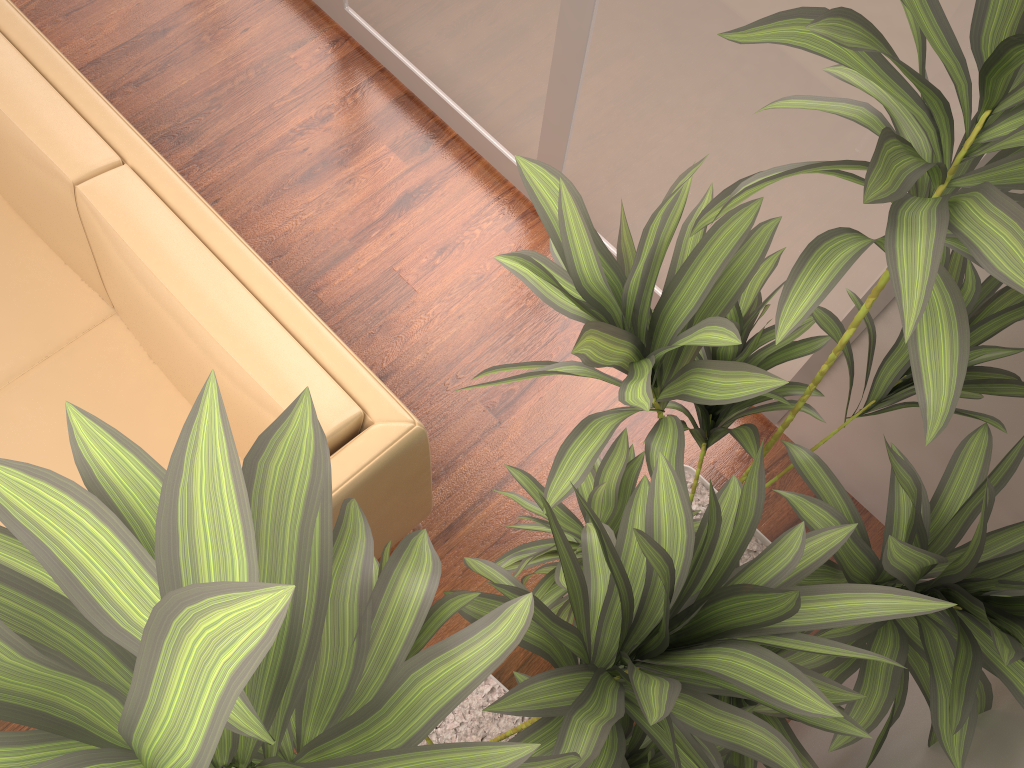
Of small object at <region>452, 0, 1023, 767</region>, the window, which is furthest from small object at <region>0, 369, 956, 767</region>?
the window

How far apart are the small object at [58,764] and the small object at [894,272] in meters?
0.0

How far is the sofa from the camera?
1.8 meters

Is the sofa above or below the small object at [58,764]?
below

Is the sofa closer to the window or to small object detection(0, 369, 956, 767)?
small object detection(0, 369, 956, 767)

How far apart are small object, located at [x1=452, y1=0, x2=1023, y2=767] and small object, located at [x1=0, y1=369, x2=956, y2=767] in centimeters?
4cm

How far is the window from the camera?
1.9m

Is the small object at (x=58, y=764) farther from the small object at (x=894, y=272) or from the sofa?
the sofa

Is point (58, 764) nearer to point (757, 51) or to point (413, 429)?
point (413, 429)

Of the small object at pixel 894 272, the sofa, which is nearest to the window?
the small object at pixel 894 272
